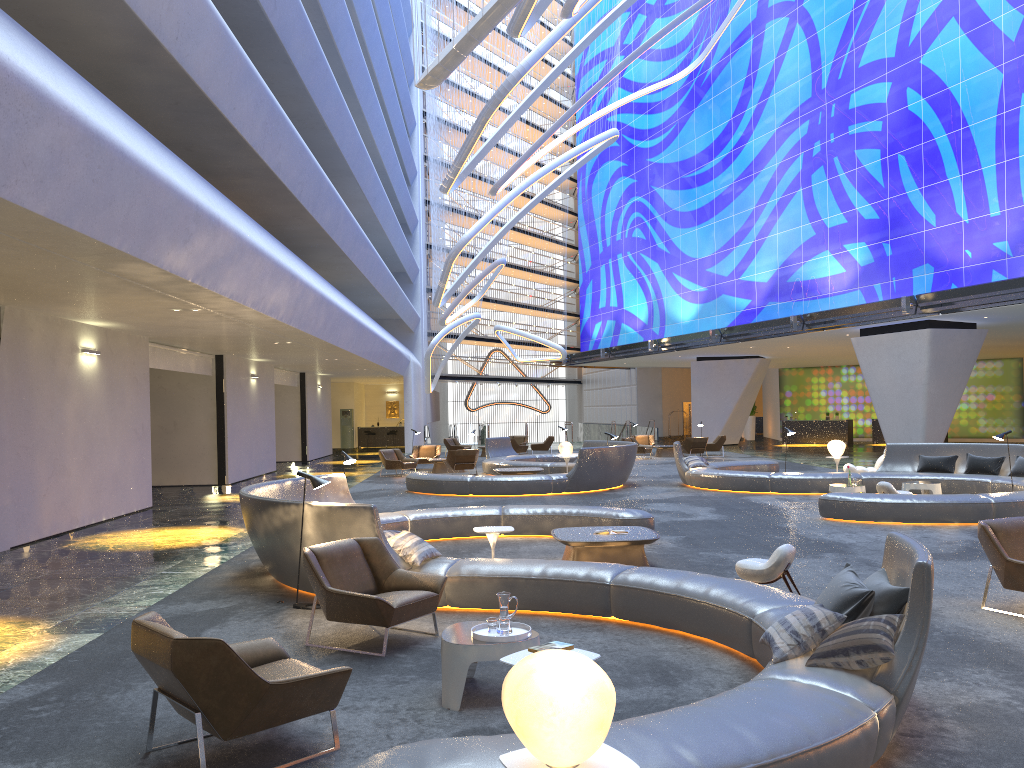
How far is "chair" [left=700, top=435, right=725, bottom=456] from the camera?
31.5 meters

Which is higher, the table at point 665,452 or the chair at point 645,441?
the chair at point 645,441

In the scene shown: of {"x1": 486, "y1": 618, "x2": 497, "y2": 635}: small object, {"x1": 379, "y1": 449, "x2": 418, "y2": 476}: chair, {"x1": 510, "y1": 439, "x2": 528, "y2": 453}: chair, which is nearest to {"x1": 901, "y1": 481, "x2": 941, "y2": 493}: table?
{"x1": 486, "y1": 618, "x2": 497, "y2": 635}: small object

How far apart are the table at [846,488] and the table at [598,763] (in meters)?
12.95

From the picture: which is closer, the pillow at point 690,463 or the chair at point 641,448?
the pillow at point 690,463

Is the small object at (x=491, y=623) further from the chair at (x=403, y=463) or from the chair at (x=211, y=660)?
the chair at (x=403, y=463)

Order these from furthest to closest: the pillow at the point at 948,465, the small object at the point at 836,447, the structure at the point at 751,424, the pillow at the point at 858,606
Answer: the structure at the point at 751,424, the small object at the point at 836,447, the pillow at the point at 948,465, the pillow at the point at 858,606

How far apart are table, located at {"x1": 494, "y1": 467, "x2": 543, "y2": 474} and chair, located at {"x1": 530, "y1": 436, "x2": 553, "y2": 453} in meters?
13.8

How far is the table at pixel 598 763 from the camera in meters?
3.0 m

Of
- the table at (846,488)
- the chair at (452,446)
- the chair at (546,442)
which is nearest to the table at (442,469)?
the chair at (452,446)
